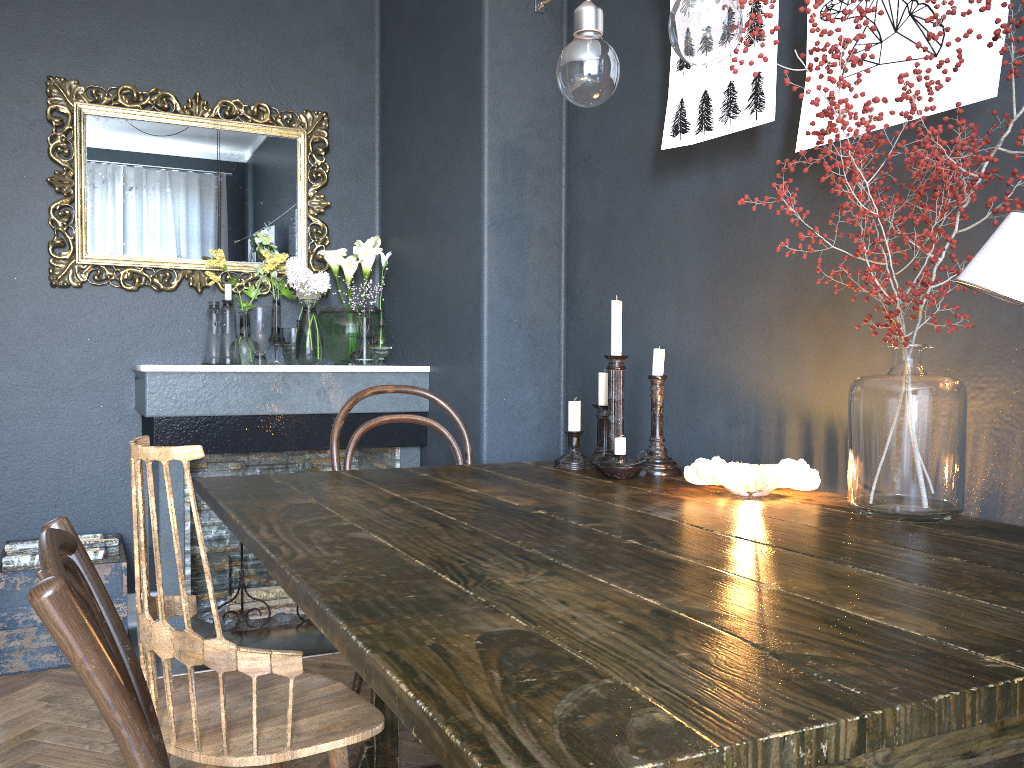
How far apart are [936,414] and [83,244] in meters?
3.0

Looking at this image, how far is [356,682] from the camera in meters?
2.3 m

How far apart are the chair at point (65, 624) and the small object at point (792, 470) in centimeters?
103cm

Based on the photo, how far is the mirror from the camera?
3.32m

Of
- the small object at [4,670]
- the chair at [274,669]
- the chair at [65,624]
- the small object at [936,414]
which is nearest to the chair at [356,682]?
the chair at [274,669]

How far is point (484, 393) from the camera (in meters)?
2.88

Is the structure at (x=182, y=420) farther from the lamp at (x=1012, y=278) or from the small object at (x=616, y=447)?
the lamp at (x=1012, y=278)

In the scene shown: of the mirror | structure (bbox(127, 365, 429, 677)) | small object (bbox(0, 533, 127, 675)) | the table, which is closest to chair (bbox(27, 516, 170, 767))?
the table

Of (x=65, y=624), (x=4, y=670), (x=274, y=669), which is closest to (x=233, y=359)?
(x=4, y=670)

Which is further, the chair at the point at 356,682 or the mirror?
the mirror
